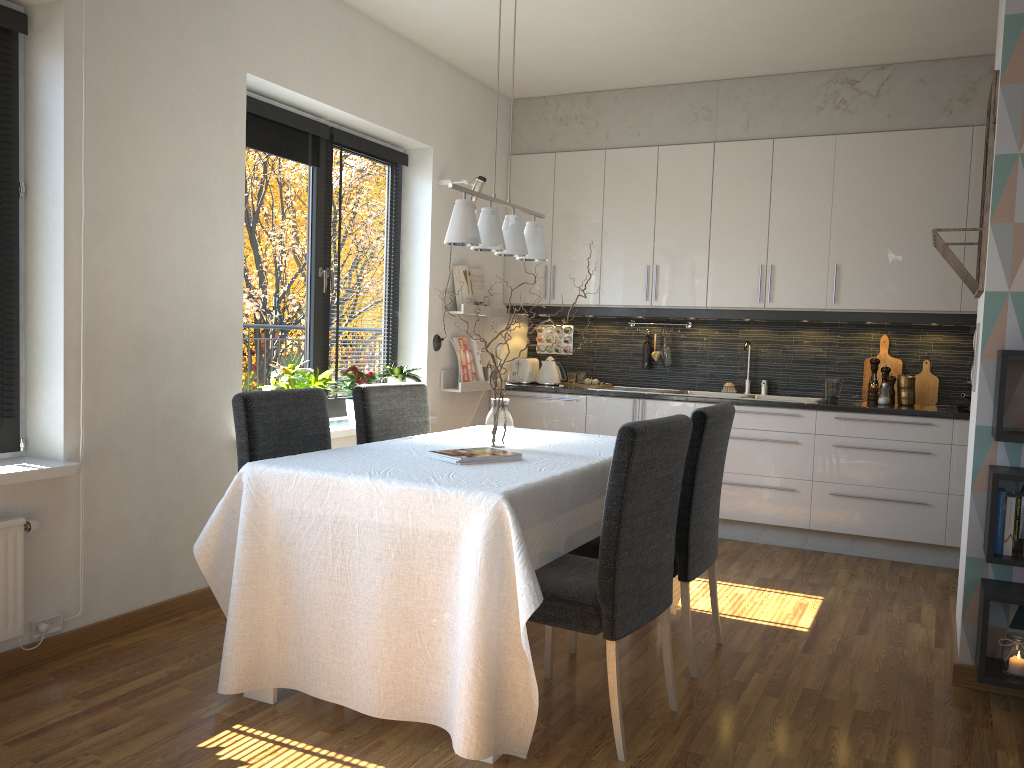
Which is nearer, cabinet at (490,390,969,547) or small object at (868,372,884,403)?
cabinet at (490,390,969,547)

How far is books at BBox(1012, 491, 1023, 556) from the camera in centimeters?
290cm

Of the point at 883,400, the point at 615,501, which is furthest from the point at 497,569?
the point at 883,400

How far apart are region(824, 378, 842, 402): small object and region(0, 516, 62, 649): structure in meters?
4.1

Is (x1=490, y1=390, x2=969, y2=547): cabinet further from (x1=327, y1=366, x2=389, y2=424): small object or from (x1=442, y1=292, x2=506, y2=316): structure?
(x1=327, y1=366, x2=389, y2=424): small object

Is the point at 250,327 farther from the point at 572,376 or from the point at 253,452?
the point at 572,376

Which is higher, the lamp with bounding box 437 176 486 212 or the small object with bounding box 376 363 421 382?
the lamp with bounding box 437 176 486 212

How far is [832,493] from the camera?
5.05m

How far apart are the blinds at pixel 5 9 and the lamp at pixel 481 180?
2.6m

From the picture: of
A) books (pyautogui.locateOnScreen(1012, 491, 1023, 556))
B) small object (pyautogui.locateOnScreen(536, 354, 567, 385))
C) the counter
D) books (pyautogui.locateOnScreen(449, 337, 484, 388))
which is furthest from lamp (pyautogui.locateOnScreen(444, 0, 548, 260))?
small object (pyautogui.locateOnScreen(536, 354, 567, 385))
